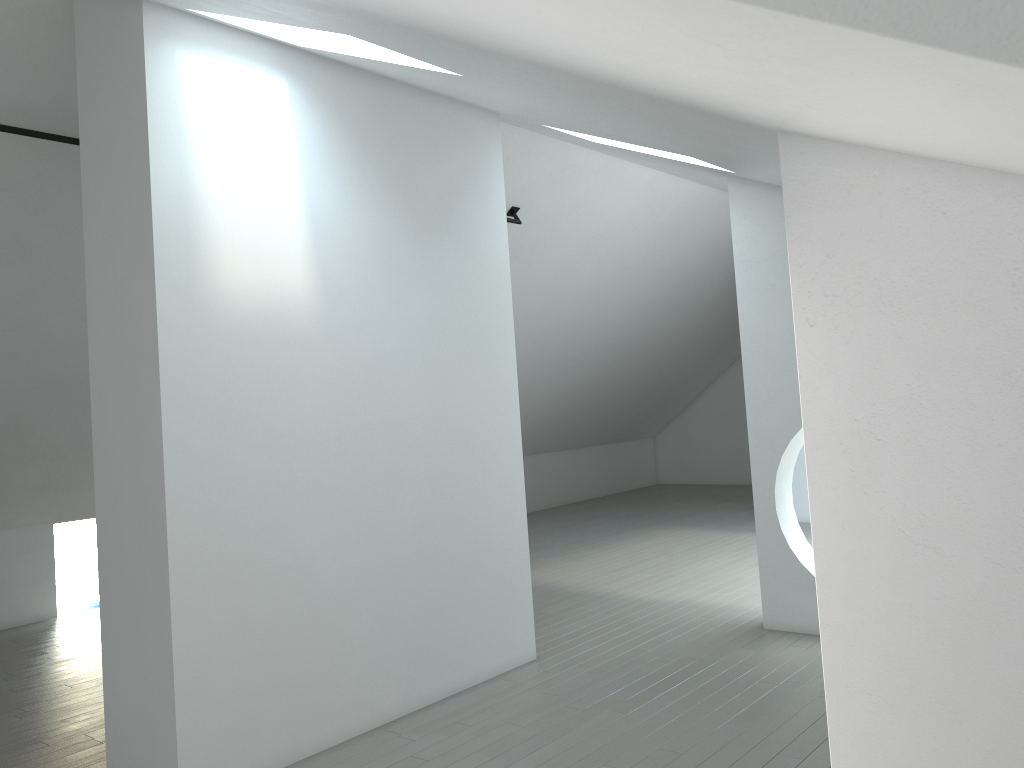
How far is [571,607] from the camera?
7.6m

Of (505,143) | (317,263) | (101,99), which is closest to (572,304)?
(505,143)
